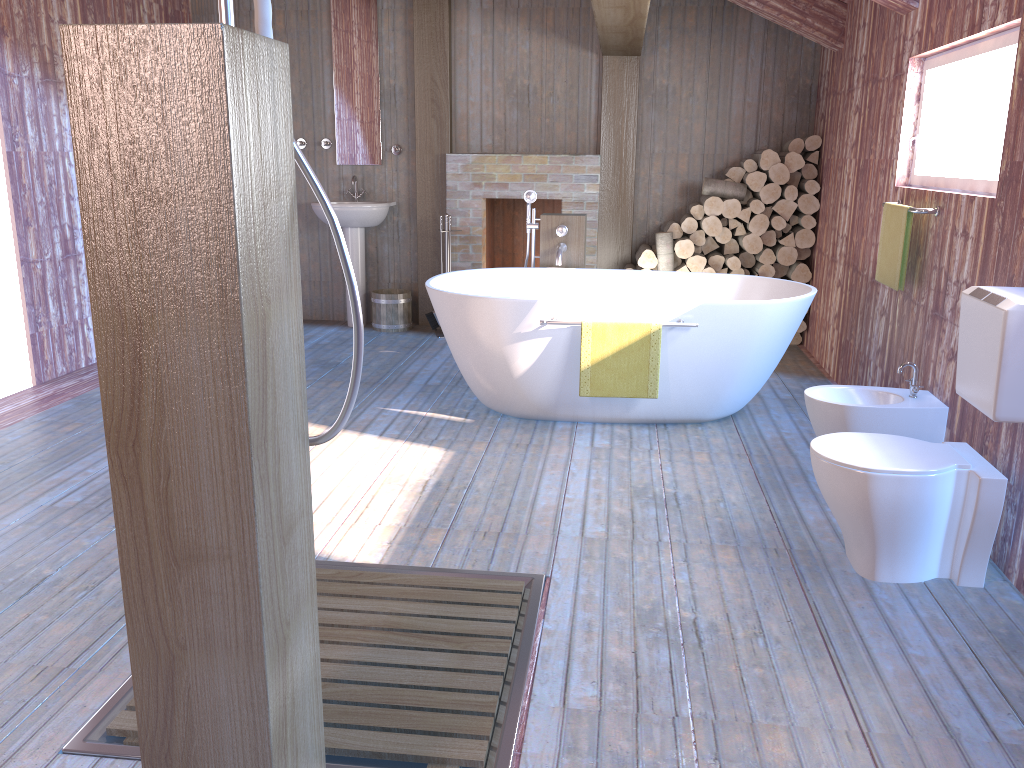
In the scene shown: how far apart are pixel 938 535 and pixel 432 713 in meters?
1.7 m

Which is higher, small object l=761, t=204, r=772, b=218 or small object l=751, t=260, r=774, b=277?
small object l=761, t=204, r=772, b=218

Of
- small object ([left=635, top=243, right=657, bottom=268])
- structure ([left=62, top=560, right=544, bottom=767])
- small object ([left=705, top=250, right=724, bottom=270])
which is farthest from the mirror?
structure ([left=62, top=560, right=544, bottom=767])

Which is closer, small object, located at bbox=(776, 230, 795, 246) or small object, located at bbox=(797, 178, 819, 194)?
small object, located at bbox=(797, 178, 819, 194)

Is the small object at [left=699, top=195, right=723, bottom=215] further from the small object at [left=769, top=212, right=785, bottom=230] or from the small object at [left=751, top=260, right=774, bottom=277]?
the small object at [left=751, top=260, right=774, bottom=277]

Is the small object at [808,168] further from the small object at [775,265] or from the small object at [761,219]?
the small object at [775,265]

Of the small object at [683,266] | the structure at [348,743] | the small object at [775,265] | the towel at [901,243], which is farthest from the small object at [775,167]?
the structure at [348,743]

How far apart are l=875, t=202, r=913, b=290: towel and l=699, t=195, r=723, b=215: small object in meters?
2.1

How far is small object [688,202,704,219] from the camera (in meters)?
6.15

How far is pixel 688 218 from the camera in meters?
6.2 m
